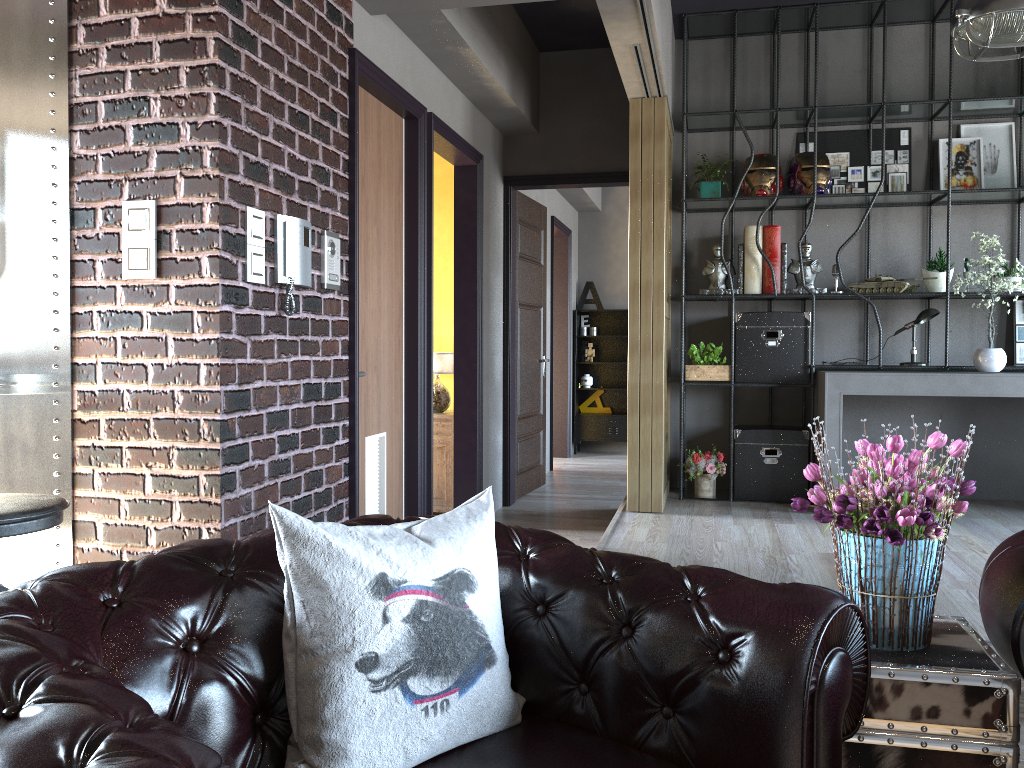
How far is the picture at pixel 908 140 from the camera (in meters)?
6.08

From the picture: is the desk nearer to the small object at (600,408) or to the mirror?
the mirror

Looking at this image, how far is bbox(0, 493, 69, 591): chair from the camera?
2.40m

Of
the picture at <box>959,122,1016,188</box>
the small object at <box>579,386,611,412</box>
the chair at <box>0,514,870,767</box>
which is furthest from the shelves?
the chair at <box>0,514,870,767</box>

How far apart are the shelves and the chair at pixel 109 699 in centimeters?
818cm

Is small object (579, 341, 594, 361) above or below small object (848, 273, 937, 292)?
below

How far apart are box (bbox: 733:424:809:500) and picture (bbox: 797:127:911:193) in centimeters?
169cm

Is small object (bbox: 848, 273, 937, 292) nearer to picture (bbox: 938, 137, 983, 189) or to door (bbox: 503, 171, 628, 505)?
picture (bbox: 938, 137, 983, 189)

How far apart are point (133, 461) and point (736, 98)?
4.53m

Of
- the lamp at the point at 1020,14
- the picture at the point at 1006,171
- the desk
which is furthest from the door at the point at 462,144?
the picture at the point at 1006,171
